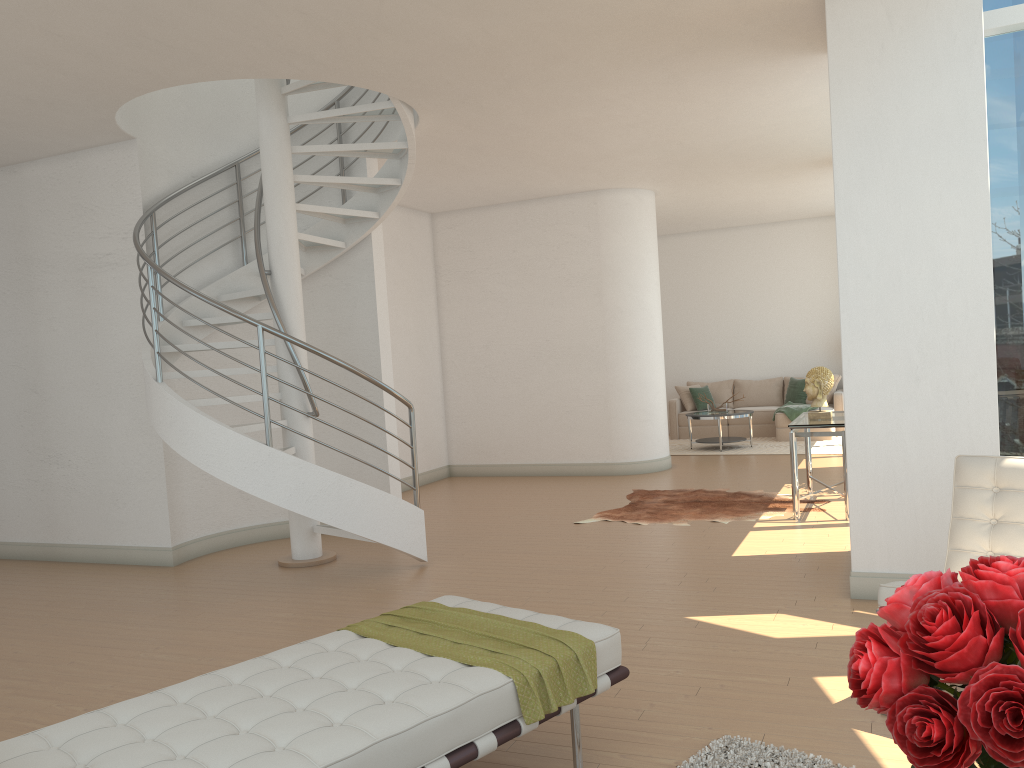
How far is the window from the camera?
5.48m

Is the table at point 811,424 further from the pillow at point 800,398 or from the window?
the pillow at point 800,398

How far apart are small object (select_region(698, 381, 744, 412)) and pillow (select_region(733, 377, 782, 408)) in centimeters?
195cm

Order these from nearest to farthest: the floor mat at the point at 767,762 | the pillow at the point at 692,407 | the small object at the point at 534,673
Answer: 1. the small object at the point at 534,673
2. the floor mat at the point at 767,762
3. the pillow at the point at 692,407

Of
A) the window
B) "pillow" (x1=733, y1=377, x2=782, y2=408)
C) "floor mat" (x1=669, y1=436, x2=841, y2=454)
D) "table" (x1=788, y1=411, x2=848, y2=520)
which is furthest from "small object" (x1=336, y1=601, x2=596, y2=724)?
"pillow" (x1=733, y1=377, x2=782, y2=408)

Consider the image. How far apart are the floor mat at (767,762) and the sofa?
10.1m

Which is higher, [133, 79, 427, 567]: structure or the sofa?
[133, 79, 427, 567]: structure

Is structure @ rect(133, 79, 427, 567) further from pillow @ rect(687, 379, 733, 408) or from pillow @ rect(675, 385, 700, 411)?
pillow @ rect(687, 379, 733, 408)

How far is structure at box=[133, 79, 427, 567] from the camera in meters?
5.9 m

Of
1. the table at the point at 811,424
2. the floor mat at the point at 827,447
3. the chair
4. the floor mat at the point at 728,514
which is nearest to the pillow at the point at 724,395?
the floor mat at the point at 827,447
